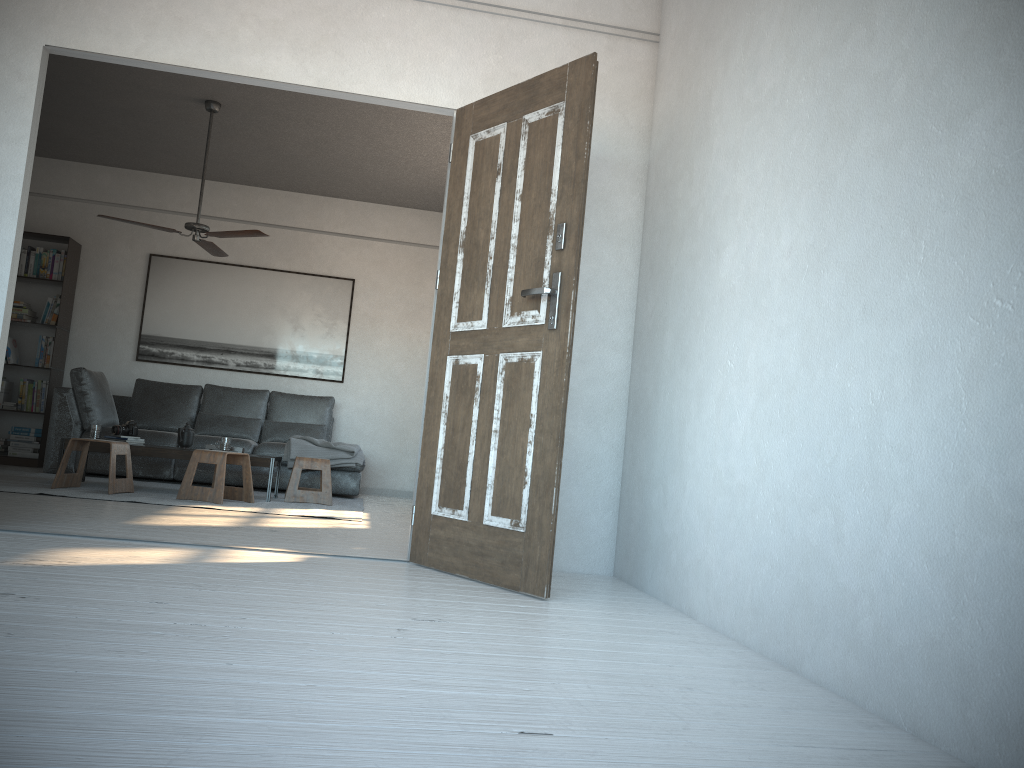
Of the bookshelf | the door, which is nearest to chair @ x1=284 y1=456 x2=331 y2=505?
the bookshelf

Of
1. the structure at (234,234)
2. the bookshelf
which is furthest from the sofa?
the structure at (234,234)

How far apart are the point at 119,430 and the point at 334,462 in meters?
1.7 m

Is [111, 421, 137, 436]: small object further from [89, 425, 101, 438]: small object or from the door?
the door

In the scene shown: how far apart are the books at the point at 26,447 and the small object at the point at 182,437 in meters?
2.3 m

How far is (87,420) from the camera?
7.26m

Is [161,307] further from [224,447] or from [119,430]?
[224,447]

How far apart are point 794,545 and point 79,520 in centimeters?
333cm

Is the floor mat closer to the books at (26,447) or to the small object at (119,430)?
the small object at (119,430)

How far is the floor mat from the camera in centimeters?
564cm
